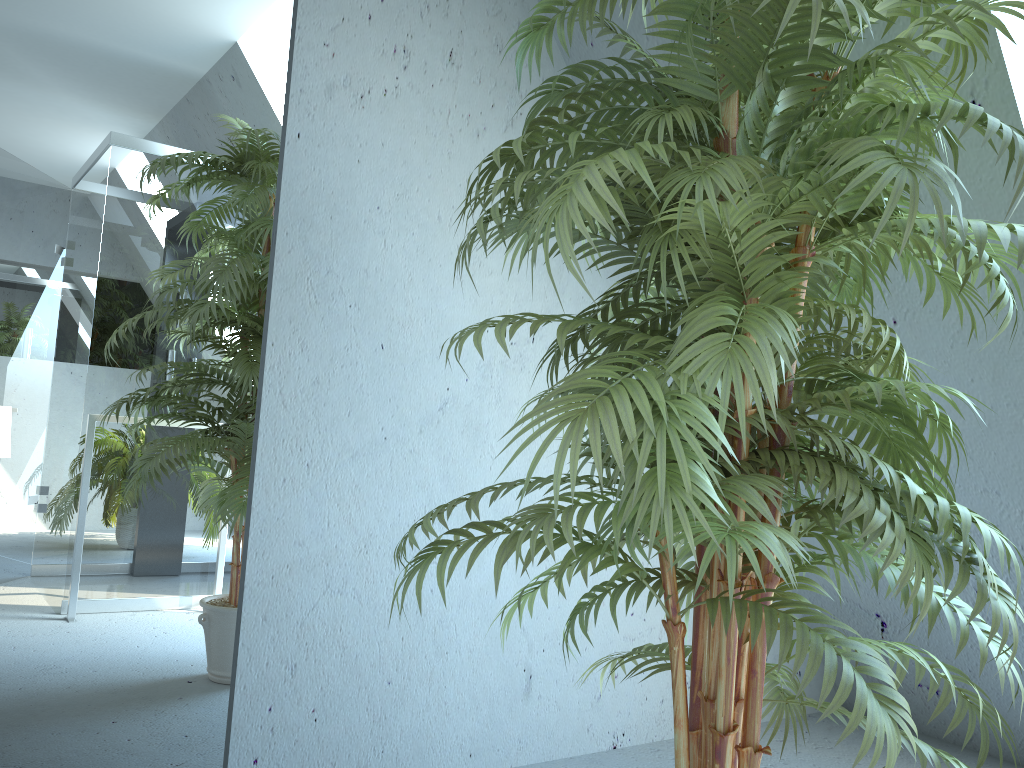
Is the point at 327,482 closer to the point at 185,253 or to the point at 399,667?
the point at 399,667

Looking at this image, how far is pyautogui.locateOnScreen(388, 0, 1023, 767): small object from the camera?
1.0m

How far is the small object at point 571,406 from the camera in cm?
100

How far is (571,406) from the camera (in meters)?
1.00
